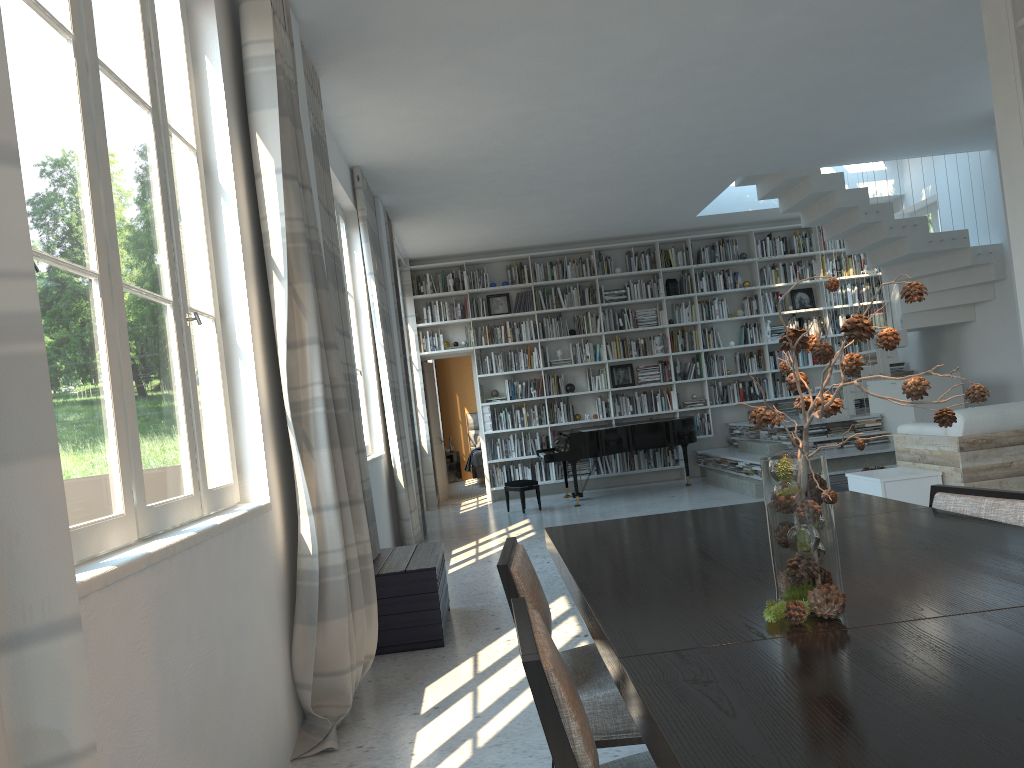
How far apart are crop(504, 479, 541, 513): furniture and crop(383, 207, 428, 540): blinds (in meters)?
1.23

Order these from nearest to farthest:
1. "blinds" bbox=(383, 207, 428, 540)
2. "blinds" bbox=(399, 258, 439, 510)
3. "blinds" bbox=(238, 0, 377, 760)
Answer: "blinds" bbox=(238, 0, 377, 760)
"blinds" bbox=(383, 207, 428, 540)
"blinds" bbox=(399, 258, 439, 510)

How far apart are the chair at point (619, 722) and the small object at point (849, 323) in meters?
0.7 m

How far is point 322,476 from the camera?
3.4 meters

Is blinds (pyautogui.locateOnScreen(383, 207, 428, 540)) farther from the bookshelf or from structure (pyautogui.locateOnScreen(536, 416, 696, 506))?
the bookshelf

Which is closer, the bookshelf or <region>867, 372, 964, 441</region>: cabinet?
<region>867, 372, 964, 441</region>: cabinet

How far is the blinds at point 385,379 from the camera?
7.07m

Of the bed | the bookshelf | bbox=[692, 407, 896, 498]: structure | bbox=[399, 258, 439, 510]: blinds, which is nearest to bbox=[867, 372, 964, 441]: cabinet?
bbox=[692, 407, 896, 498]: structure

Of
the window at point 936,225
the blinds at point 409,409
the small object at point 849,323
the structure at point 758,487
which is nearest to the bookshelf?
the structure at point 758,487

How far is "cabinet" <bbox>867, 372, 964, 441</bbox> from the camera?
8.9m
